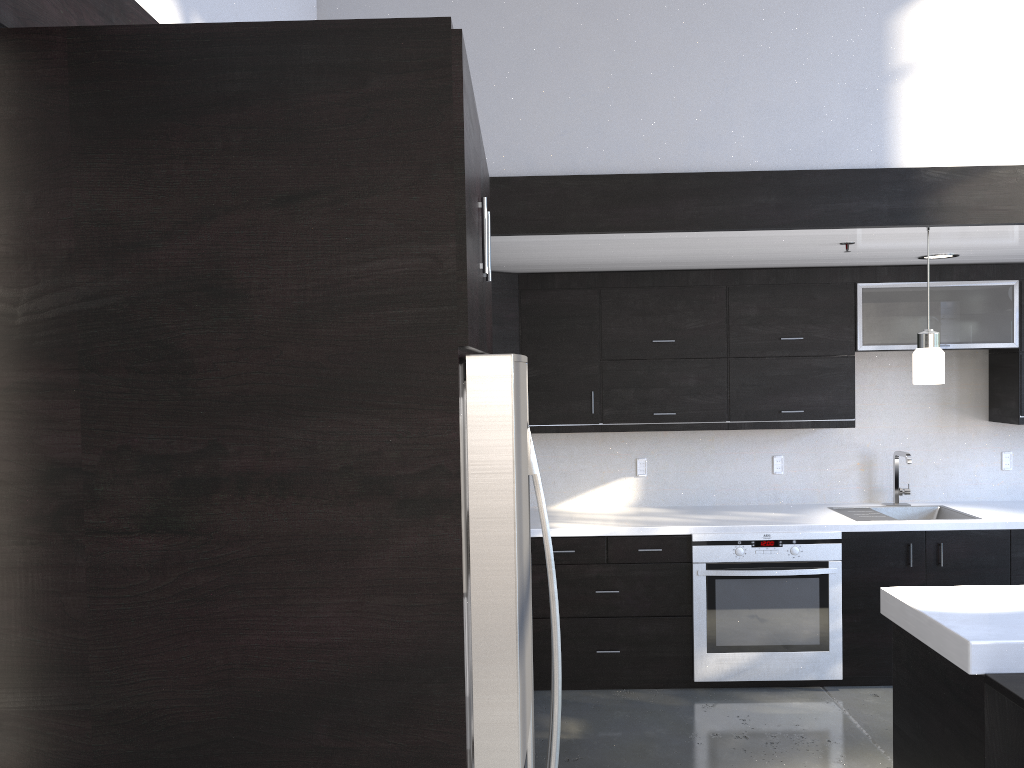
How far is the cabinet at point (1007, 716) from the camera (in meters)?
2.47

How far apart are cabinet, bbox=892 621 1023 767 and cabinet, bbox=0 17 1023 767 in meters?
1.7 m

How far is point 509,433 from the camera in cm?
113

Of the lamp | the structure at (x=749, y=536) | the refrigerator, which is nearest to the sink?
the structure at (x=749, y=536)

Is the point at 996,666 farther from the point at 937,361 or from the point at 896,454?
the point at 896,454

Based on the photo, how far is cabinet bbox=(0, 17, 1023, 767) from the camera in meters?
1.1 m

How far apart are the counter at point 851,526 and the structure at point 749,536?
0.04m

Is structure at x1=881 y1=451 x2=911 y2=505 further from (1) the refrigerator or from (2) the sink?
(1) the refrigerator

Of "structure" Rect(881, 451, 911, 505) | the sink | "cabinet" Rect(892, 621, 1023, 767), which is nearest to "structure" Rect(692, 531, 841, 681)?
the sink

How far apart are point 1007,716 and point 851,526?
2.27m
